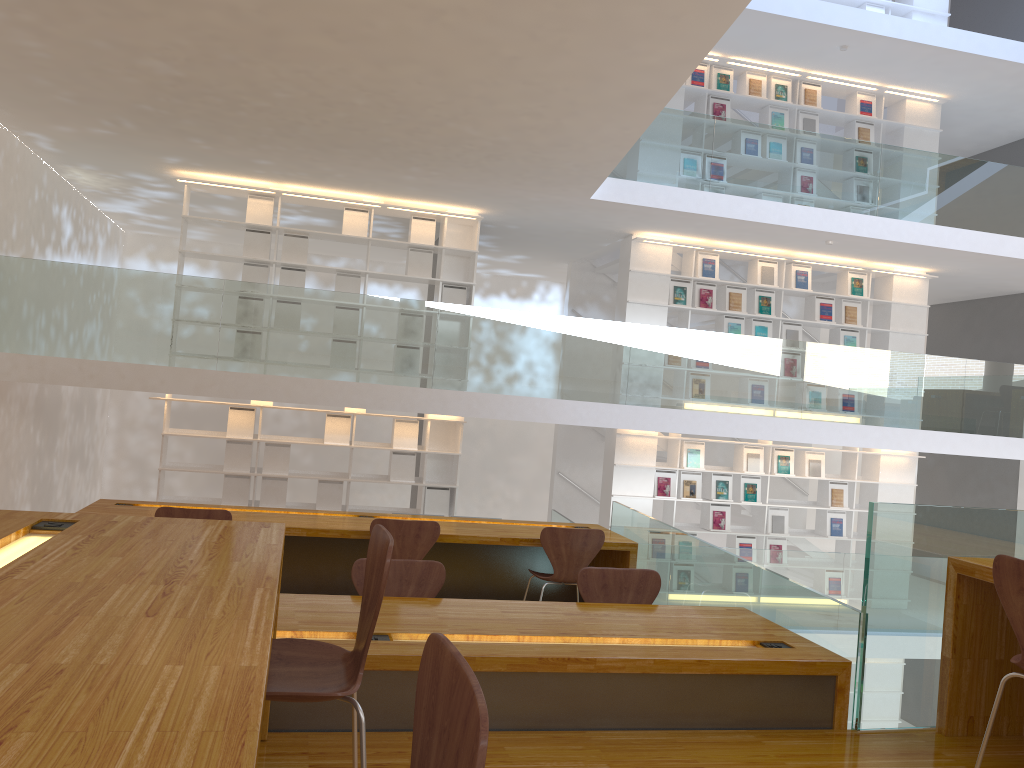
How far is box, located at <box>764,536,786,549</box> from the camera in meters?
9.8

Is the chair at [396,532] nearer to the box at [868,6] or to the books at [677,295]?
the books at [677,295]

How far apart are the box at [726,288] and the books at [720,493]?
1.9m

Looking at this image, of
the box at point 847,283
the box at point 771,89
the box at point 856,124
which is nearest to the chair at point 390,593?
the box at point 847,283

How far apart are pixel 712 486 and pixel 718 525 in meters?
0.4

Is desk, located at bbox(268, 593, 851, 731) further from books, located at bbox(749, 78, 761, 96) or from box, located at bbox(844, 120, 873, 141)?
box, located at bbox(844, 120, 873, 141)

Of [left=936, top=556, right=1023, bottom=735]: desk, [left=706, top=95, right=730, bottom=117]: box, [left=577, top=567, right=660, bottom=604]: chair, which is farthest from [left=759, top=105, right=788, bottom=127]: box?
[left=936, top=556, right=1023, bottom=735]: desk

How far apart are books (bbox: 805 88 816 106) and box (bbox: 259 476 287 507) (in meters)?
7.00

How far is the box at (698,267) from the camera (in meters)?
9.60

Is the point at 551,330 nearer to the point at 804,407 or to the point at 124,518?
the point at 804,407
